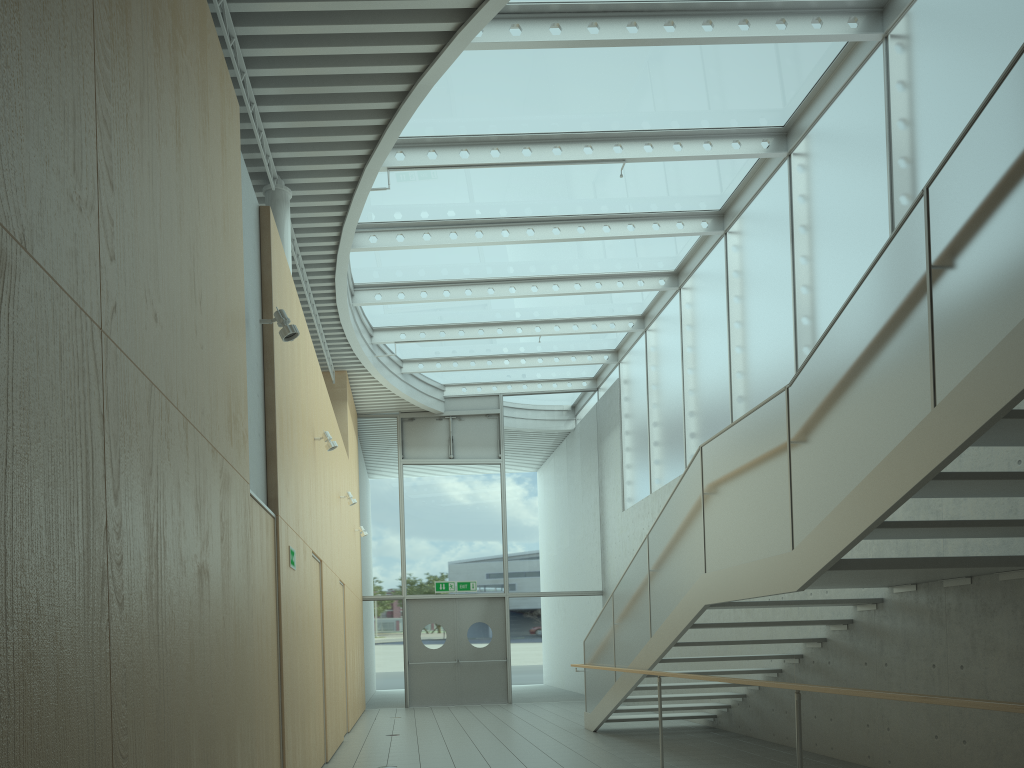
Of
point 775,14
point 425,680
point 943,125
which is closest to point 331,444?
point 775,14

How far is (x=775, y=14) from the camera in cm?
753

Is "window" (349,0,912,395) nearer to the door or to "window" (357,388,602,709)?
"window" (357,388,602,709)

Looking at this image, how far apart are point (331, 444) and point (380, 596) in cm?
834

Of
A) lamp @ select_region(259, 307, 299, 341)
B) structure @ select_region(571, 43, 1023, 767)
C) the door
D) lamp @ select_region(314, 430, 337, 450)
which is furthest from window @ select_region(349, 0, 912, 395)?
the door

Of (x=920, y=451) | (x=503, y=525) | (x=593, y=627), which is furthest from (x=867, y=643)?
(x=503, y=525)

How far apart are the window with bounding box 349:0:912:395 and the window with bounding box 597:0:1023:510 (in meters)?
0.05

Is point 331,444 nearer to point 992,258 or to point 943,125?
point 943,125

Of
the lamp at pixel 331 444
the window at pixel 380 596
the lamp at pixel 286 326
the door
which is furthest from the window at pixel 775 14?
the door

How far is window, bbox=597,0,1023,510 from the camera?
A: 6.67m
